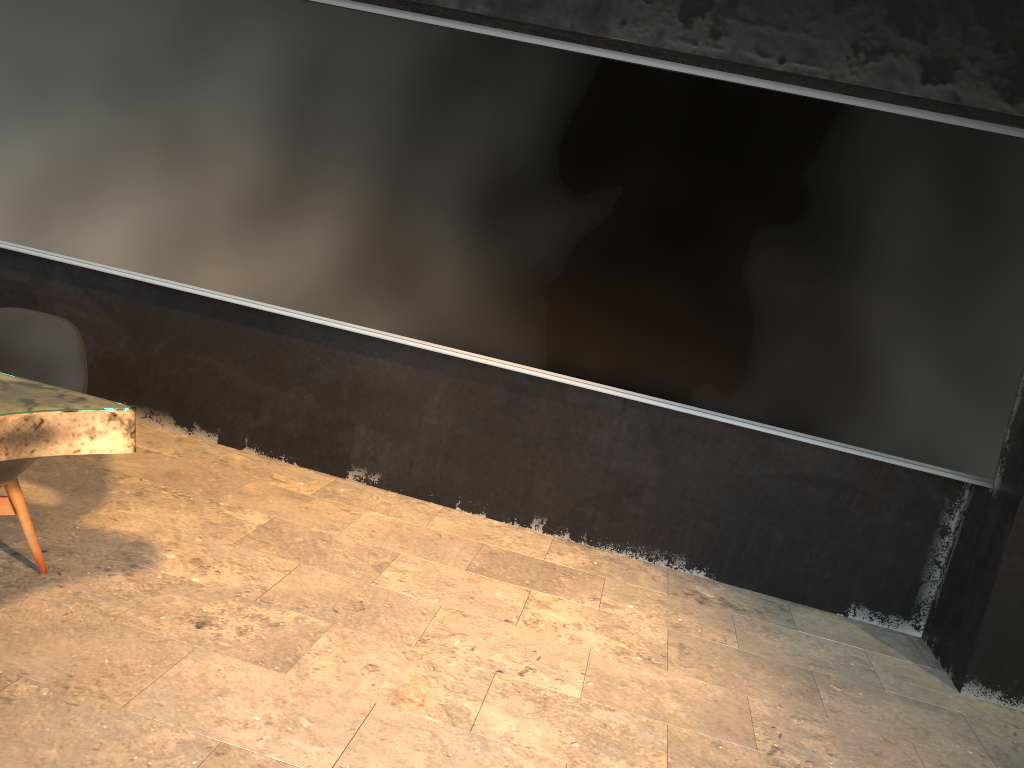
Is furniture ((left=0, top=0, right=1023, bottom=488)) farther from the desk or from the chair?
the desk

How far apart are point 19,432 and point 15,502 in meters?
0.9 m

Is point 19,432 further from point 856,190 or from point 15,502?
point 856,190

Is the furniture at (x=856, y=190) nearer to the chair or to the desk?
the chair

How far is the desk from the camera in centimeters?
216cm

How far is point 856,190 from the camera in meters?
3.9

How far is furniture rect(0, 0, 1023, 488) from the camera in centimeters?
393cm

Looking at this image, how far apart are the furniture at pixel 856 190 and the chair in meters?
1.4 m

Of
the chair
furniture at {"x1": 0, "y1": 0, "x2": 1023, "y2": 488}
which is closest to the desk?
the chair

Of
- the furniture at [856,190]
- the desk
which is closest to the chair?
the desk
